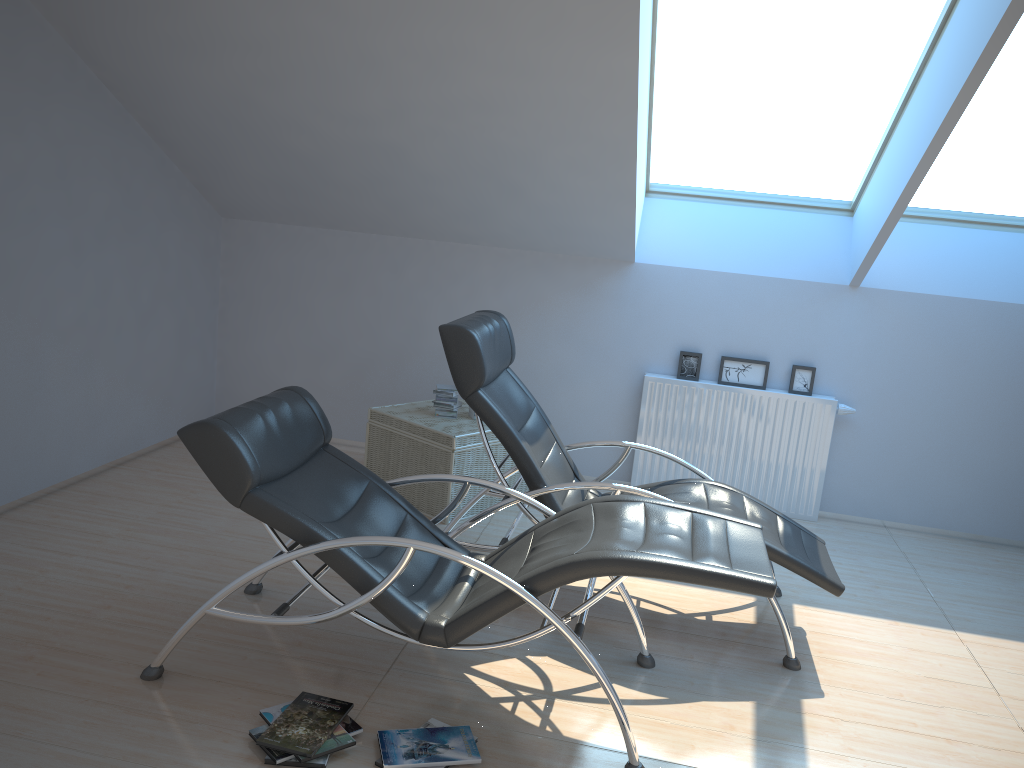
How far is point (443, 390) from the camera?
5.2m

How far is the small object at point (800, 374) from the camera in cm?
560

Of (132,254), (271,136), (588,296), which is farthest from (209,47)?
(588,296)

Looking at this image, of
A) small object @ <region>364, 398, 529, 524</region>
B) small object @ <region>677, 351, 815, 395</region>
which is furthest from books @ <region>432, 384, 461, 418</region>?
small object @ <region>677, 351, 815, 395</region>

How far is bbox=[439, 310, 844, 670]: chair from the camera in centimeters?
375cm

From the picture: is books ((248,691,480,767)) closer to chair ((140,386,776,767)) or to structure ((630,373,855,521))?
chair ((140,386,776,767))

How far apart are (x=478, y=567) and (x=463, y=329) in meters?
1.2 m

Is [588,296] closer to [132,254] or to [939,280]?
[939,280]

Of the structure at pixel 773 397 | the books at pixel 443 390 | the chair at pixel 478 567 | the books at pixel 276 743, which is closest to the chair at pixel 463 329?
the chair at pixel 478 567

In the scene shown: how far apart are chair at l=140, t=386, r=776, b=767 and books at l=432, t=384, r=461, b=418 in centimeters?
161cm
